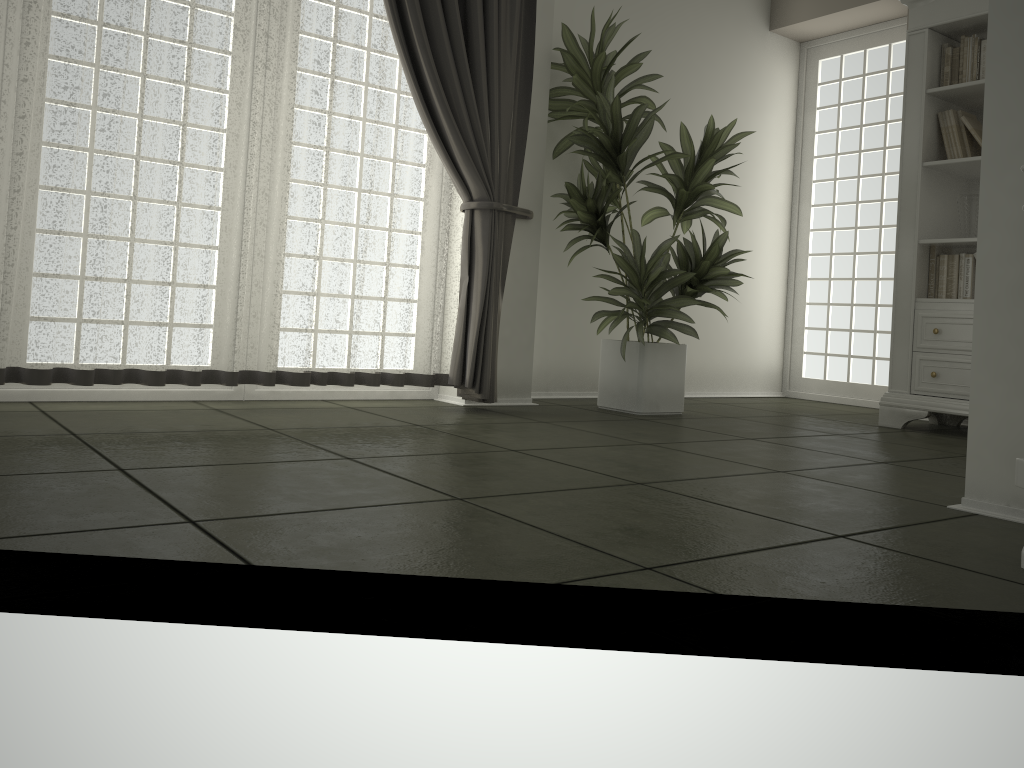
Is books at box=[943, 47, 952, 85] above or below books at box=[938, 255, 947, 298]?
above

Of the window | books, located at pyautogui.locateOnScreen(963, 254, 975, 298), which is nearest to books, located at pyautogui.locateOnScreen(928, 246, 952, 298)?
books, located at pyautogui.locateOnScreen(963, 254, 975, 298)

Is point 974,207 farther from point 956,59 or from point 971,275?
point 956,59

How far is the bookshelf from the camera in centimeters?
423cm

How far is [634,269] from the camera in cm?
417

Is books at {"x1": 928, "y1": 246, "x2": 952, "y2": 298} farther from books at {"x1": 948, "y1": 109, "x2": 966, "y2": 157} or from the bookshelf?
books at {"x1": 948, "y1": 109, "x2": 966, "y2": 157}

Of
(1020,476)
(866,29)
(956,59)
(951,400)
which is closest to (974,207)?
(956,59)

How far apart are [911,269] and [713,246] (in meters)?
1.02

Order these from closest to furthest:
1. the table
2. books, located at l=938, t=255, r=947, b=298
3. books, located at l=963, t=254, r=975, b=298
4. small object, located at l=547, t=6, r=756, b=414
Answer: the table → small object, located at l=547, t=6, r=756, b=414 → books, located at l=963, t=254, r=975, b=298 → books, located at l=938, t=255, r=947, b=298

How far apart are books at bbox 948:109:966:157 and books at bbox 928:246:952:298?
0.5 meters
